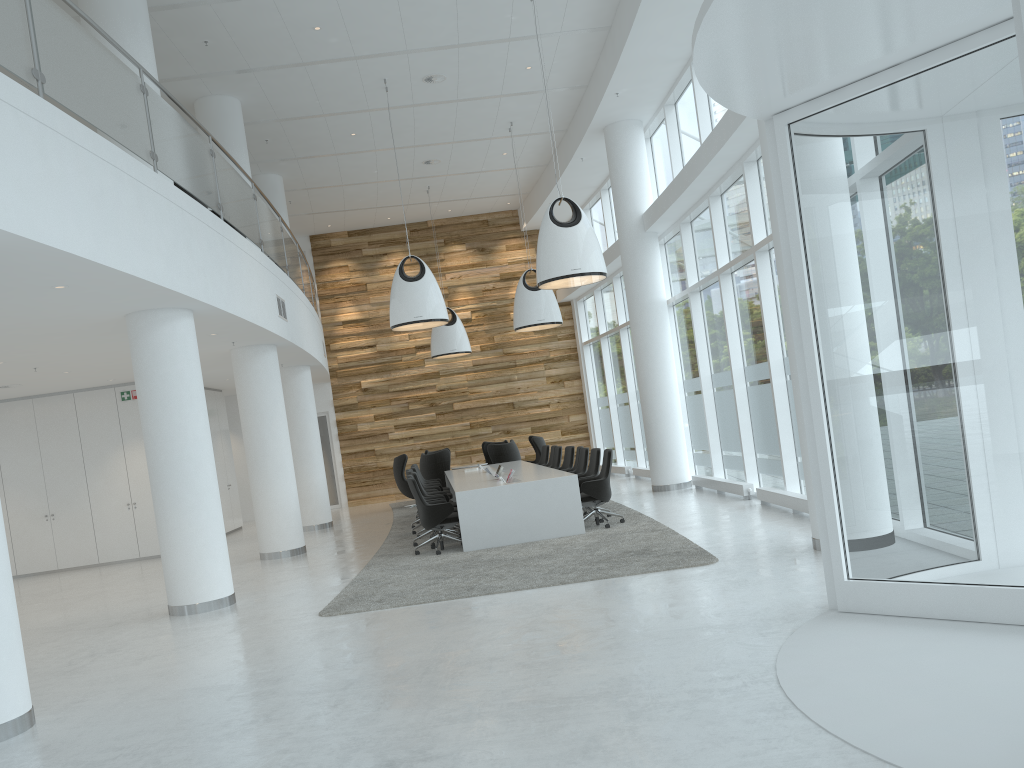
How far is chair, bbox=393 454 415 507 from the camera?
18.64m

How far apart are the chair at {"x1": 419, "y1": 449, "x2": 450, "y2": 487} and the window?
4.0m

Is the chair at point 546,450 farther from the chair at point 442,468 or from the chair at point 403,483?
the chair at point 403,483

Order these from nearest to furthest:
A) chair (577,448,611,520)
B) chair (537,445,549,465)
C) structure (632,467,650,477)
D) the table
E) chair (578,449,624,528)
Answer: the table → chair (578,449,624,528) → chair (577,448,611,520) → chair (537,445,549,465) → structure (632,467,650,477)

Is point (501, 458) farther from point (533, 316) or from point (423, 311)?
point (423, 311)

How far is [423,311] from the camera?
12.8m

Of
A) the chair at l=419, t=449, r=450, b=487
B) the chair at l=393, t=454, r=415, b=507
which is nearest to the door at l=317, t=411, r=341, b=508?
the chair at l=393, t=454, r=415, b=507

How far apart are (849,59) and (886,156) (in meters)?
0.62

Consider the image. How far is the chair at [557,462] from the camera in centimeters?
1499cm

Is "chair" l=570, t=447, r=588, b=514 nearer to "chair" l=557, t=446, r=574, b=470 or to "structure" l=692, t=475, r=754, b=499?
"chair" l=557, t=446, r=574, b=470
